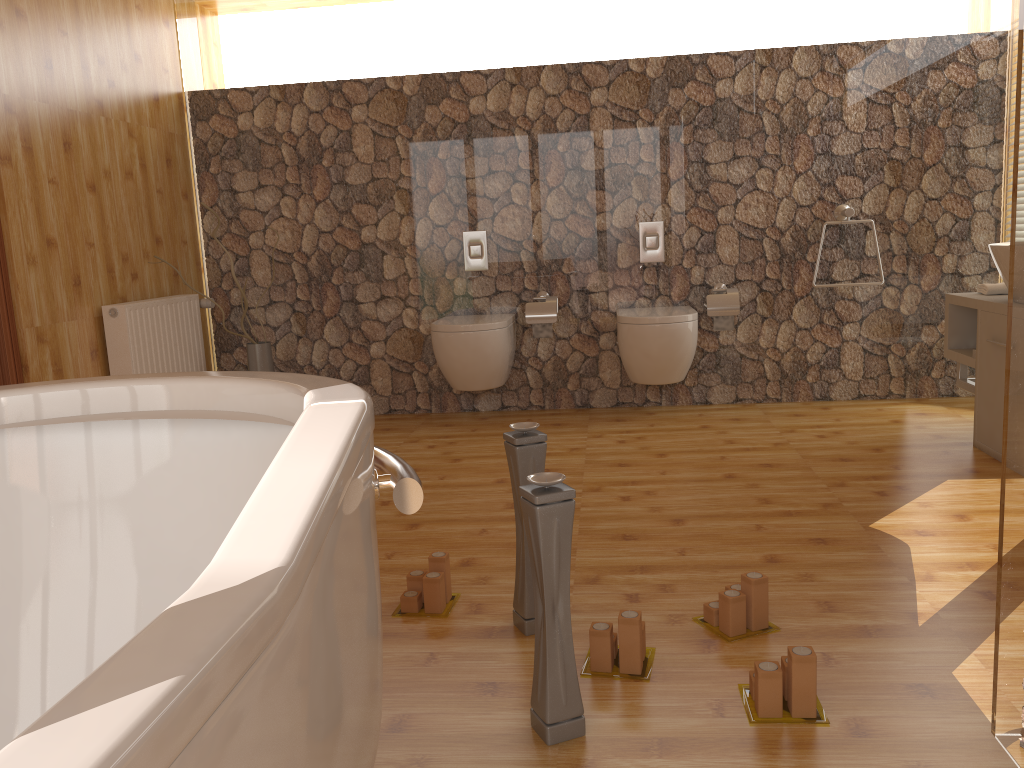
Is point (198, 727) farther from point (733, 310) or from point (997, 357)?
point (733, 310)

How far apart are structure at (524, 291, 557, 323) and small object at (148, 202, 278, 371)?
1.3m

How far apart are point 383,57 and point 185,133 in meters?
1.1 m

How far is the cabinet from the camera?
3.20m

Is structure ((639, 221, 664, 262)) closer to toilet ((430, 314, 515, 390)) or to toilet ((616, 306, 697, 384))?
toilet ((616, 306, 697, 384))

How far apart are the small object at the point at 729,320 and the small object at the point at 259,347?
2.2 meters

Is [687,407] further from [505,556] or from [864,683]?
[864,683]

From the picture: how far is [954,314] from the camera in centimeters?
365cm

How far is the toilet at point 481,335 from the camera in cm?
406

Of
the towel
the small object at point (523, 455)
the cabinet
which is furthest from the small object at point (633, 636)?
the towel
